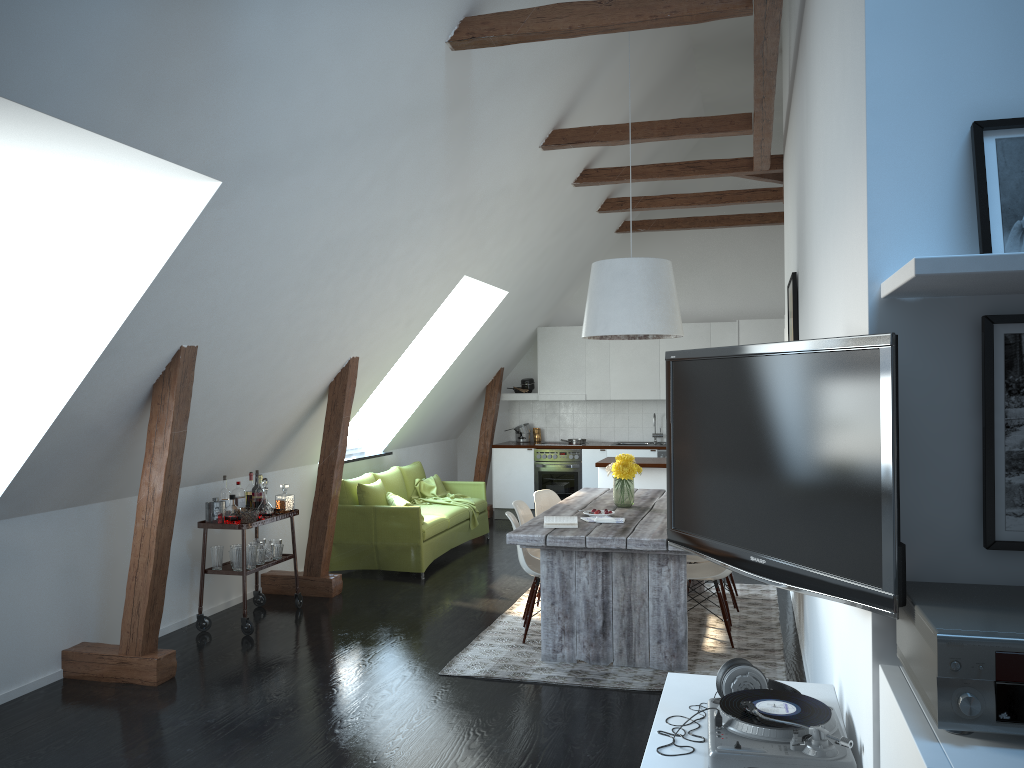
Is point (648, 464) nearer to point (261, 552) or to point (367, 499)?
point (367, 499)

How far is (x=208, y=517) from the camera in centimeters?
593cm

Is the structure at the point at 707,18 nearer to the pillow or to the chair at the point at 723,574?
the chair at the point at 723,574

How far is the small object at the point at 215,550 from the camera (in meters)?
5.96

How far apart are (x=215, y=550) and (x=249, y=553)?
0.2m

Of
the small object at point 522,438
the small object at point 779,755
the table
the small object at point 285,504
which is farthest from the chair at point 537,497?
the small object at point 522,438

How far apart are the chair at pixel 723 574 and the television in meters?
2.7 m

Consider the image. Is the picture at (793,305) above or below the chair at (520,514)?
above

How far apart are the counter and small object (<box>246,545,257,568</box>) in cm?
336

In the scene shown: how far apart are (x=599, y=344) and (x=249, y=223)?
6.7m
